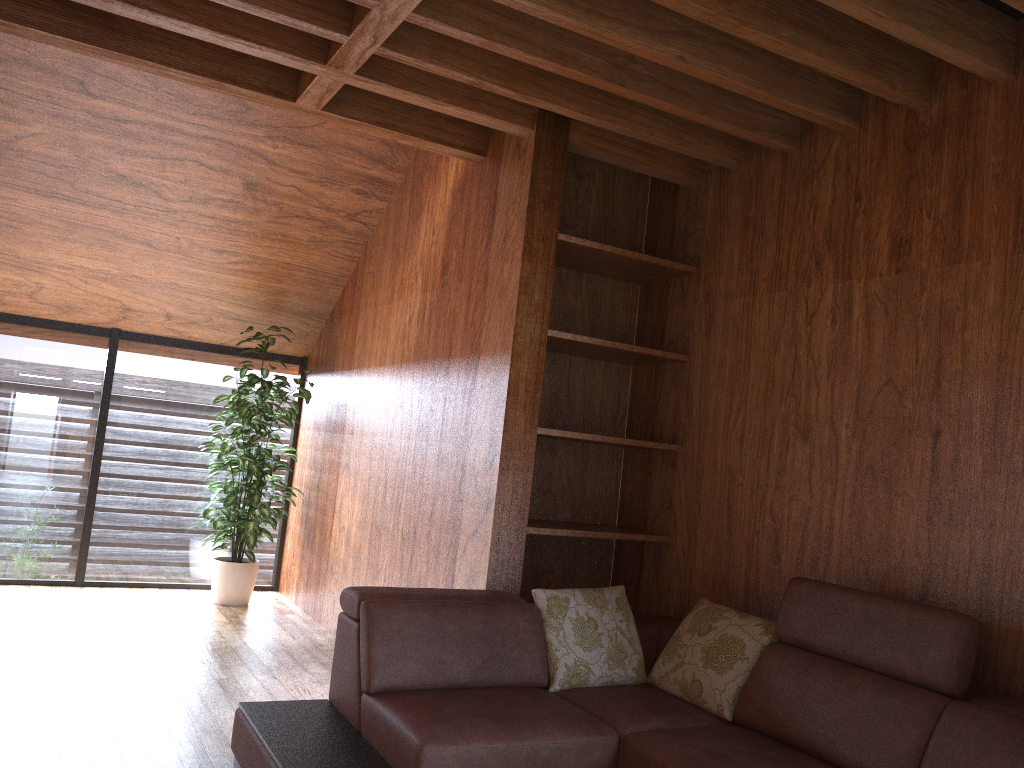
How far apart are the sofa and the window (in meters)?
3.09

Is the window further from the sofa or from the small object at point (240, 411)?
the sofa

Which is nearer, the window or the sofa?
the sofa

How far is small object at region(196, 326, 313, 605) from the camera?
5.1 meters

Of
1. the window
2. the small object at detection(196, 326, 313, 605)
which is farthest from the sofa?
the window

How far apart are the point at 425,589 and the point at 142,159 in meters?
2.7

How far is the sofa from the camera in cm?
226

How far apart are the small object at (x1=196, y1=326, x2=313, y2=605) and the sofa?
2.31m

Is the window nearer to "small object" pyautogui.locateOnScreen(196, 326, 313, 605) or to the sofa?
"small object" pyautogui.locateOnScreen(196, 326, 313, 605)

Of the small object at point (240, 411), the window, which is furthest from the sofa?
the window
